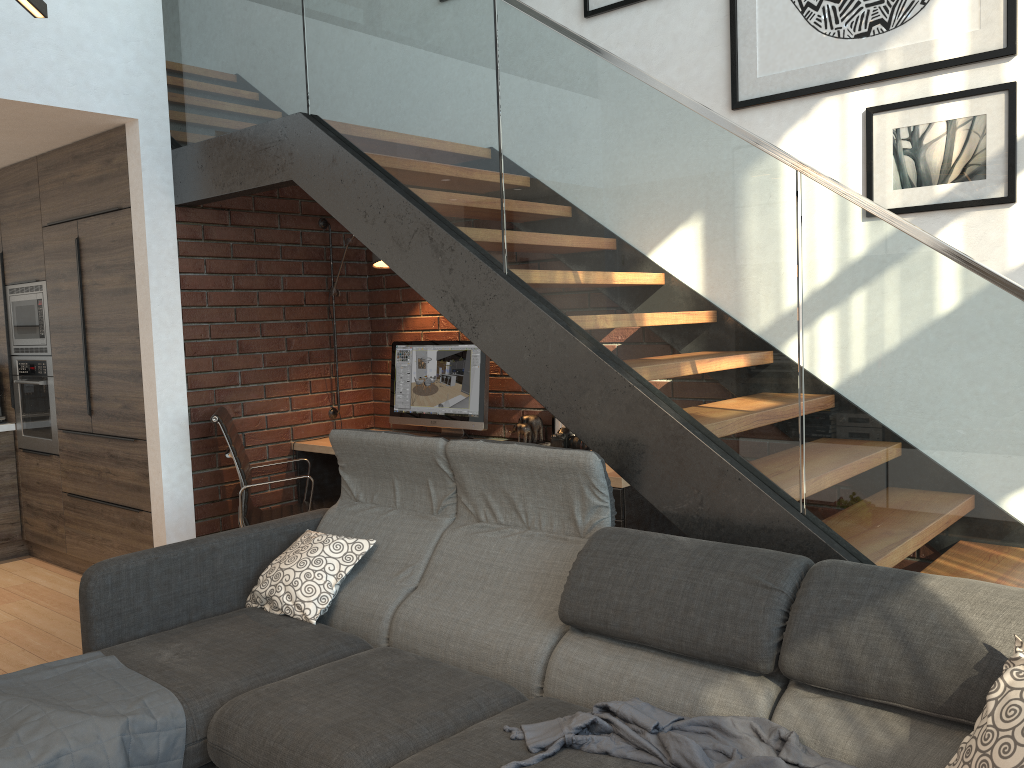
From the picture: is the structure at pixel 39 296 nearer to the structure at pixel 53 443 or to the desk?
the structure at pixel 53 443

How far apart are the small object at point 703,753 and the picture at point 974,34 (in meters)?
2.40

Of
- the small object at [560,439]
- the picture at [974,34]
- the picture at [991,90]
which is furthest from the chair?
the picture at [991,90]

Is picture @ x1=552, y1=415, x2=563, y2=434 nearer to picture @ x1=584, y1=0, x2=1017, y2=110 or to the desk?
the desk

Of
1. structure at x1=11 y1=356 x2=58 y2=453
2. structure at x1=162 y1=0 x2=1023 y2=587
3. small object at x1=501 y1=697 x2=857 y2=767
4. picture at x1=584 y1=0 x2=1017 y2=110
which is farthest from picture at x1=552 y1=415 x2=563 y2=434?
structure at x1=11 y1=356 x2=58 y2=453

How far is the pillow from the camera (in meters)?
1.61

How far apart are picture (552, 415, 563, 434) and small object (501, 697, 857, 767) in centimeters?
230cm

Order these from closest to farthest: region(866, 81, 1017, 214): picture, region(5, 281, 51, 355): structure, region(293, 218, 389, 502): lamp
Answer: region(866, 81, 1017, 214): picture → region(293, 218, 389, 502): lamp → region(5, 281, 51, 355): structure

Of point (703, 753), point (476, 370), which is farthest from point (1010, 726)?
point (476, 370)

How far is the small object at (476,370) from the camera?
4.56m
